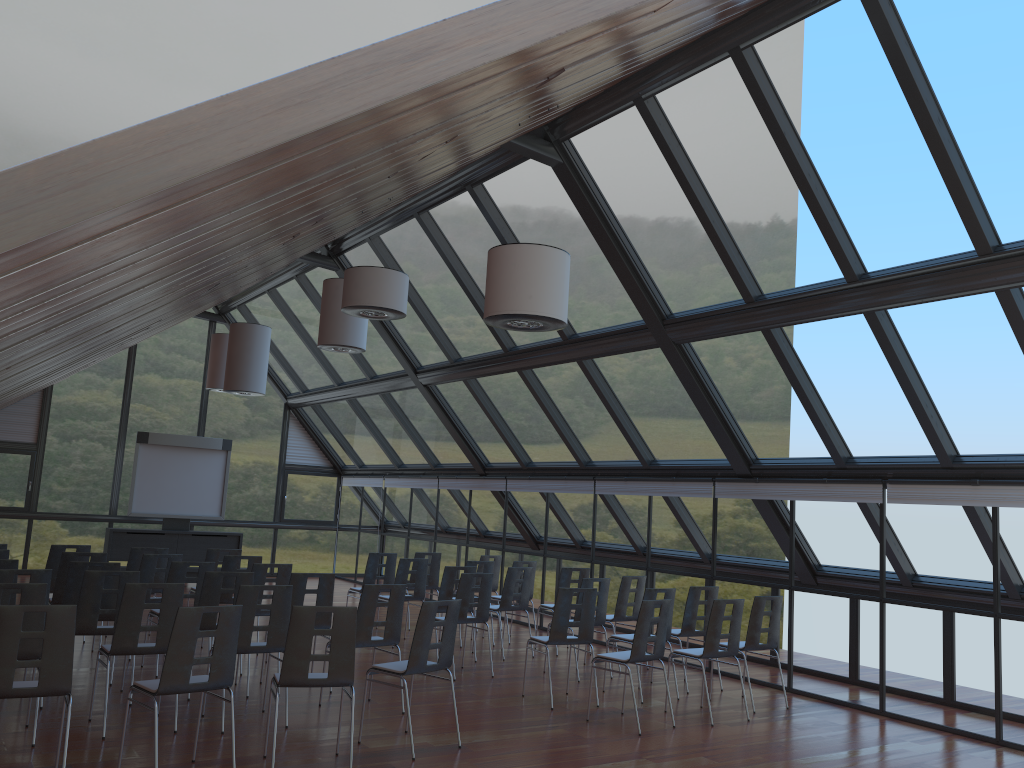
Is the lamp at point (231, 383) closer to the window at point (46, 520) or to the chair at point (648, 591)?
the window at point (46, 520)

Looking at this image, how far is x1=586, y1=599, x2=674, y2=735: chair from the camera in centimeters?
824cm

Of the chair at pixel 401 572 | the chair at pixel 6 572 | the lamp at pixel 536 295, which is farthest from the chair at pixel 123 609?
the chair at pixel 401 572

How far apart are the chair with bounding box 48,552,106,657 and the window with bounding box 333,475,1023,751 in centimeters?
700cm

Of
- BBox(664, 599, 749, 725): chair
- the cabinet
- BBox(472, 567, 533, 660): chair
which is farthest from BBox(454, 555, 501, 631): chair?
the cabinet

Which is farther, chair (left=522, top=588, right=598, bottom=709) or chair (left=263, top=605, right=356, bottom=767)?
chair (left=522, top=588, right=598, bottom=709)

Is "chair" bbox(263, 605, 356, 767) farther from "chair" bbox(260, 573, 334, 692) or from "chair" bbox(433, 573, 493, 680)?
"chair" bbox(433, 573, 493, 680)

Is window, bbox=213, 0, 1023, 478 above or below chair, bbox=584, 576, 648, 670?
above

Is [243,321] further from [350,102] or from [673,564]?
[350,102]

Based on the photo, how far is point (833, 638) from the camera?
10.1 meters
